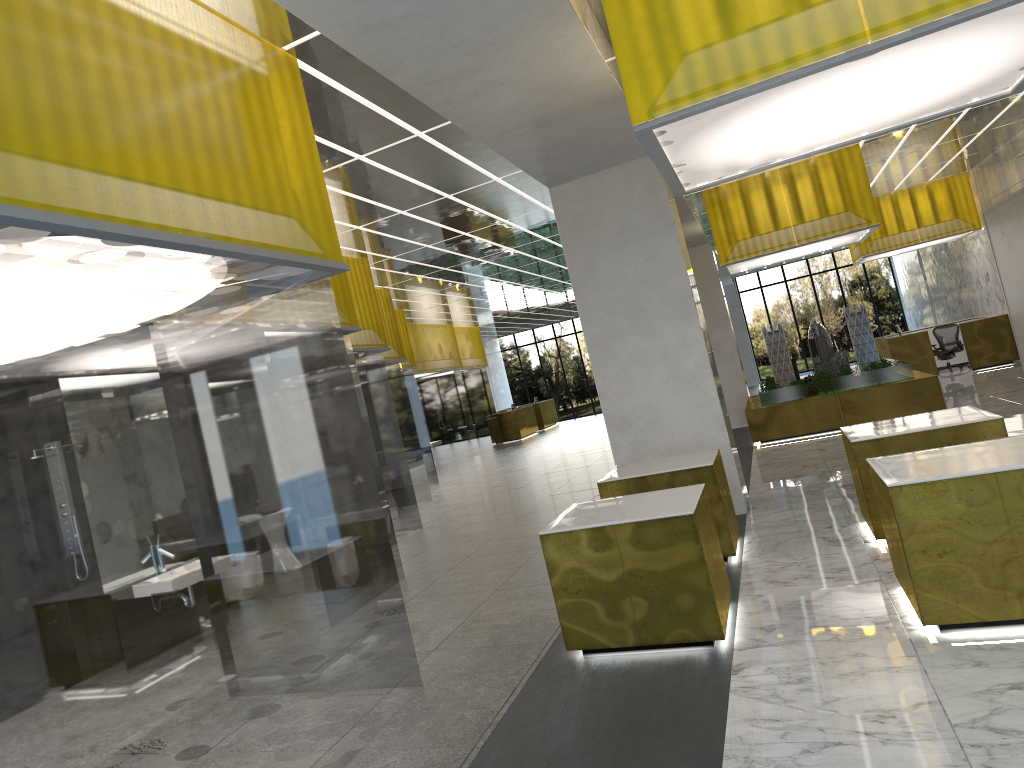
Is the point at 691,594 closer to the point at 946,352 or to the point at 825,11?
the point at 825,11

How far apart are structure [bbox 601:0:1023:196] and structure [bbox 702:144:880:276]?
11.2m

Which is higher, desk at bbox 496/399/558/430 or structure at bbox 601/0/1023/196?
structure at bbox 601/0/1023/196

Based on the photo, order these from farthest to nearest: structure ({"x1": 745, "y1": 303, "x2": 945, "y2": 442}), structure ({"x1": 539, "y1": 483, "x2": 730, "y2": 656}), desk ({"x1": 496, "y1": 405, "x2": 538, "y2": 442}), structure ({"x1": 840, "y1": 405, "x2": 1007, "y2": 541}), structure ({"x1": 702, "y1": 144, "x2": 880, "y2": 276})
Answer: desk ({"x1": 496, "y1": 405, "x2": 538, "y2": 442}) → structure ({"x1": 745, "y1": 303, "x2": 945, "y2": 442}) → structure ({"x1": 702, "y1": 144, "x2": 880, "y2": 276}) → structure ({"x1": 840, "y1": 405, "x2": 1007, "y2": 541}) → structure ({"x1": 539, "y1": 483, "x2": 730, "y2": 656})

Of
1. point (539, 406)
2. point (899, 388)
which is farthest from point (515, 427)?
point (899, 388)

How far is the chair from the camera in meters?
30.4

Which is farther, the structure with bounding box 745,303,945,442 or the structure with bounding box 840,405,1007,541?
the structure with bounding box 745,303,945,442

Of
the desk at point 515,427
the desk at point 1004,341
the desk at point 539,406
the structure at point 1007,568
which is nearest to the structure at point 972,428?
the structure at point 1007,568

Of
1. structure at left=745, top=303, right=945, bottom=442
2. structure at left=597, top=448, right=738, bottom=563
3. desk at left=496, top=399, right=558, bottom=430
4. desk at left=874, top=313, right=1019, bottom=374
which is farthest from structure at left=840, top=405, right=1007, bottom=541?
desk at left=496, top=399, right=558, bottom=430

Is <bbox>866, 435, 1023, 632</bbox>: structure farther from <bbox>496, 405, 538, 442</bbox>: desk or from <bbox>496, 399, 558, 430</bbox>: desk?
<bbox>496, 399, 558, 430</bbox>: desk
